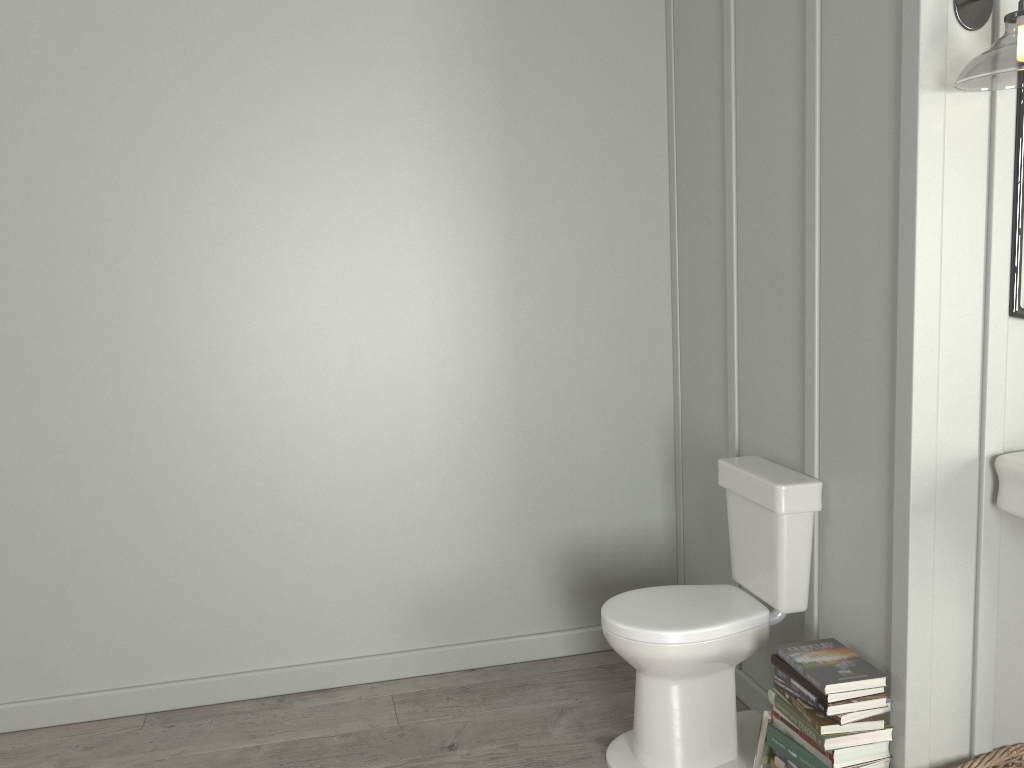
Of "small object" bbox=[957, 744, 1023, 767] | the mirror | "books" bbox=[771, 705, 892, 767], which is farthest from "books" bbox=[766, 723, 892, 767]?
the mirror

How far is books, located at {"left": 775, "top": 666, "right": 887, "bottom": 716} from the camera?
2.0 meters

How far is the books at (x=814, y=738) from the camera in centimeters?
198cm

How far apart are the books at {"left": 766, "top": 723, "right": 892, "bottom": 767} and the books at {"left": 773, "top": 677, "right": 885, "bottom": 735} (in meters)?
0.09

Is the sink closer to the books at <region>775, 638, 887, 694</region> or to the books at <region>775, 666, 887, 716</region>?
the books at <region>775, 638, 887, 694</region>

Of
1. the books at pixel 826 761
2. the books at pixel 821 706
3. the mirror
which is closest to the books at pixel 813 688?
the books at pixel 821 706

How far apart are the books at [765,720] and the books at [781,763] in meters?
0.1

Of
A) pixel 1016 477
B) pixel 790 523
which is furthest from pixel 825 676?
pixel 1016 477

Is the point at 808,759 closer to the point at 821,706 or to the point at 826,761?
the point at 826,761

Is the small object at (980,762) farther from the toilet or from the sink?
the sink
